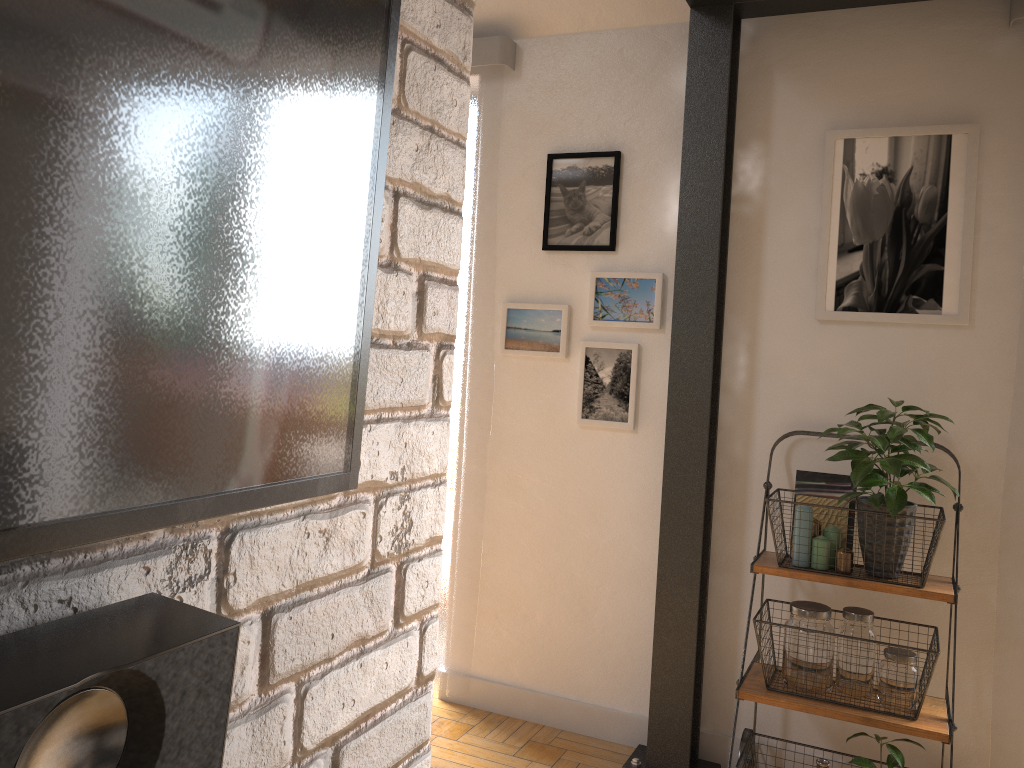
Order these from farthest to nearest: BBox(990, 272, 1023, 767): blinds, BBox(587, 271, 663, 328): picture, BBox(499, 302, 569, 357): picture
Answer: BBox(499, 302, 569, 357): picture → BBox(587, 271, 663, 328): picture → BBox(990, 272, 1023, 767): blinds

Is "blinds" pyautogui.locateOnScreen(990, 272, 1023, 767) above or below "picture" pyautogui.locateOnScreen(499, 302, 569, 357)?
below

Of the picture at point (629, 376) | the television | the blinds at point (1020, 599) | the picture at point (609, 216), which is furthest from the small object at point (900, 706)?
the television

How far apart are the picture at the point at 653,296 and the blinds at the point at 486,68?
0.4m

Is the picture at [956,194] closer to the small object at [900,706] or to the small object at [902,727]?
the small object at [902,727]

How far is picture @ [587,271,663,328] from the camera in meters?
2.9

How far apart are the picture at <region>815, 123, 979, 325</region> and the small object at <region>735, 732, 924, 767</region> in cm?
115

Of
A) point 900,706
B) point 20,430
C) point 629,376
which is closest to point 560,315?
point 629,376

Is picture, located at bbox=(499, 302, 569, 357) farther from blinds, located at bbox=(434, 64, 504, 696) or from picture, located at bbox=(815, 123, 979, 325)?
picture, located at bbox=(815, 123, 979, 325)

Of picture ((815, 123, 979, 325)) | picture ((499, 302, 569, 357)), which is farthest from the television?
picture ((499, 302, 569, 357))
